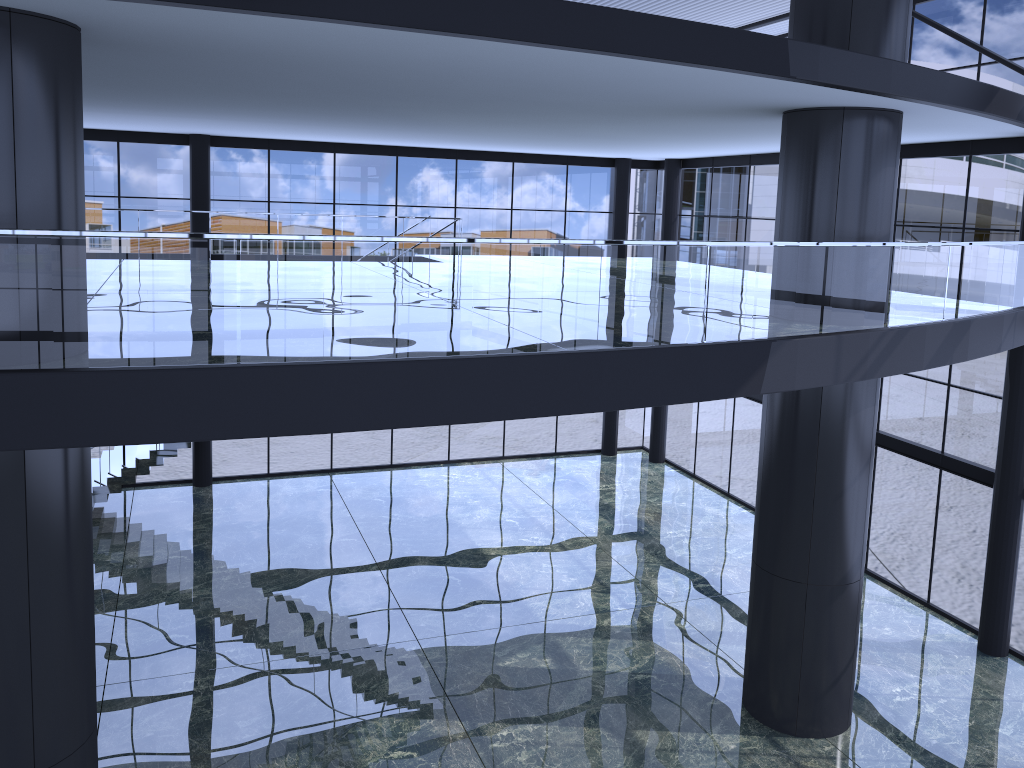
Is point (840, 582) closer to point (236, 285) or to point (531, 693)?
point (531, 693)
